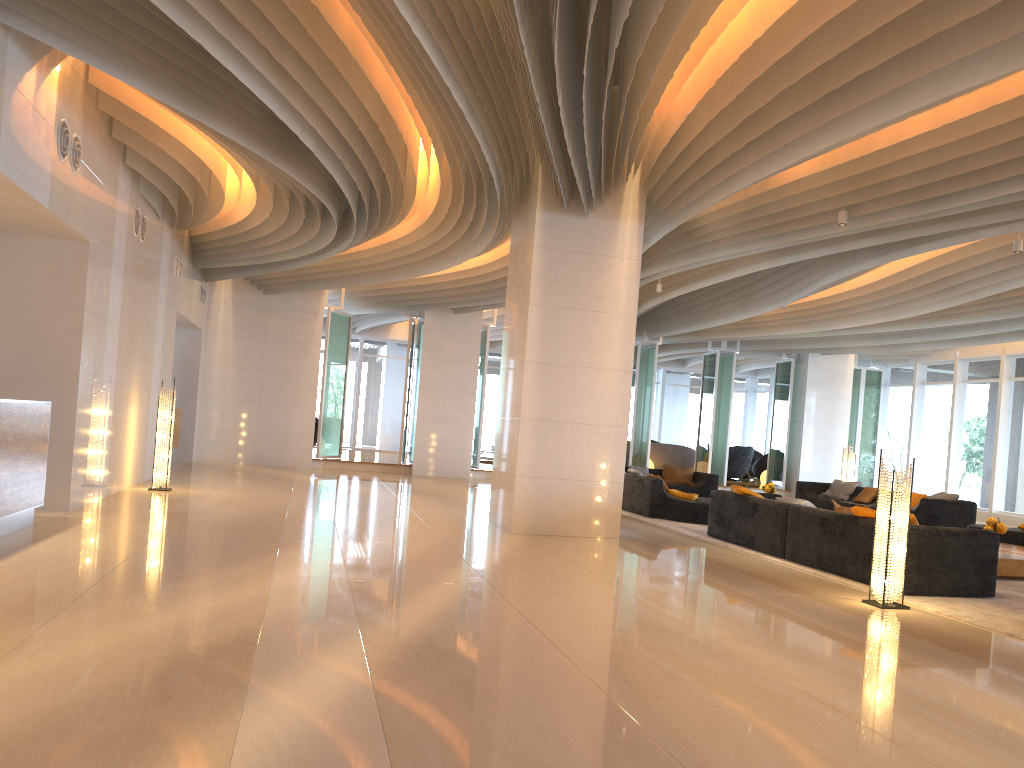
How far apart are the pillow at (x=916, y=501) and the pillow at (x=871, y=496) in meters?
1.1

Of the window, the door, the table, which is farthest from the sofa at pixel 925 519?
the door

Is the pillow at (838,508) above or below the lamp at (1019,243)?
below

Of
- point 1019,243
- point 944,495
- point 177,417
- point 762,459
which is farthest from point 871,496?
point 177,417

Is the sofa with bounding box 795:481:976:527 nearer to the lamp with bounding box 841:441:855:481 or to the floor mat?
the lamp with bounding box 841:441:855:481

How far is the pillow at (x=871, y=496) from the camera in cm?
1555

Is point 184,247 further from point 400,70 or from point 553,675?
point 553,675

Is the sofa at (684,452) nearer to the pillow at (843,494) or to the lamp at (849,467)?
the lamp at (849,467)

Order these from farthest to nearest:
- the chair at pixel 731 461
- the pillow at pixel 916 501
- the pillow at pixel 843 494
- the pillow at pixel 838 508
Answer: the chair at pixel 731 461 → the pillow at pixel 843 494 → the pillow at pixel 916 501 → the pillow at pixel 838 508

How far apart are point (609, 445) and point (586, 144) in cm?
349
